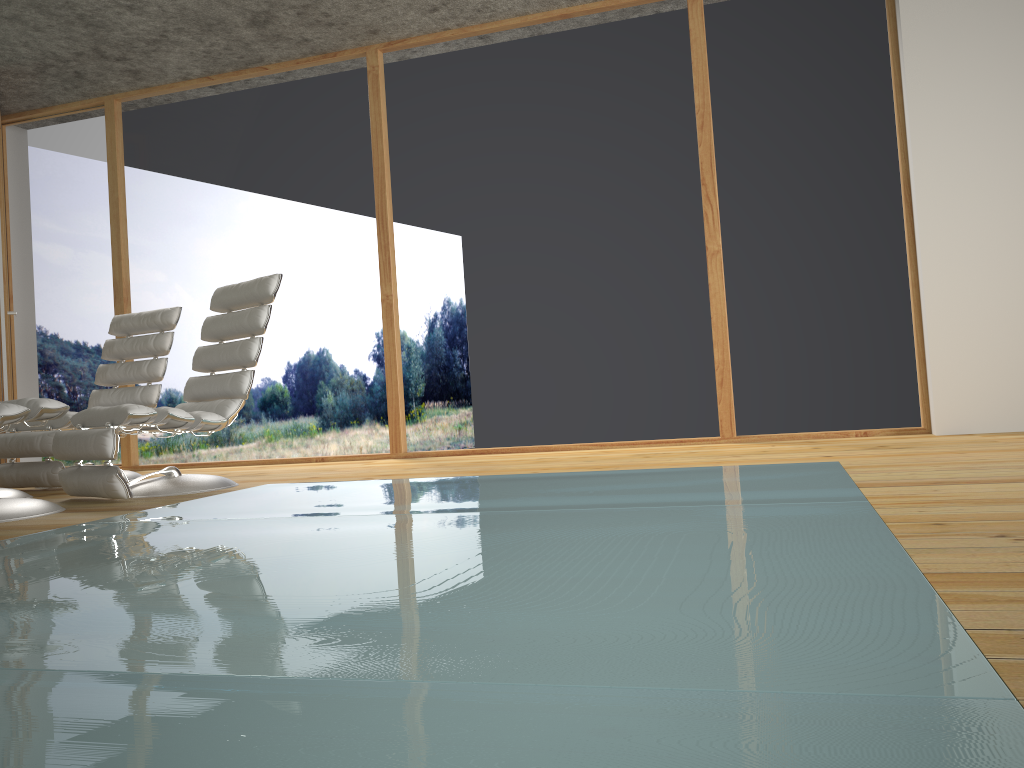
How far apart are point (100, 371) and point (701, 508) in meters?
4.1

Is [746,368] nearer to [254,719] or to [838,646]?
[838,646]

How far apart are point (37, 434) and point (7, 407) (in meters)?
1.43

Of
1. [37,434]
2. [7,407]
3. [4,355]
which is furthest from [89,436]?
[4,355]

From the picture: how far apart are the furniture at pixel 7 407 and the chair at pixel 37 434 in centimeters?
113cm

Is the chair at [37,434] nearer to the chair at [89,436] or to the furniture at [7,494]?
the furniture at [7,494]

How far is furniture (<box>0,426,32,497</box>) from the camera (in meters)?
3.97

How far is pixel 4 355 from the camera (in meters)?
5.19

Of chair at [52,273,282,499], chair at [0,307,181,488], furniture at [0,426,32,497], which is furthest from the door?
chair at [52,273,282,499]

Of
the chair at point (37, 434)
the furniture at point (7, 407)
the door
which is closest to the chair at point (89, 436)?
the furniture at point (7, 407)
